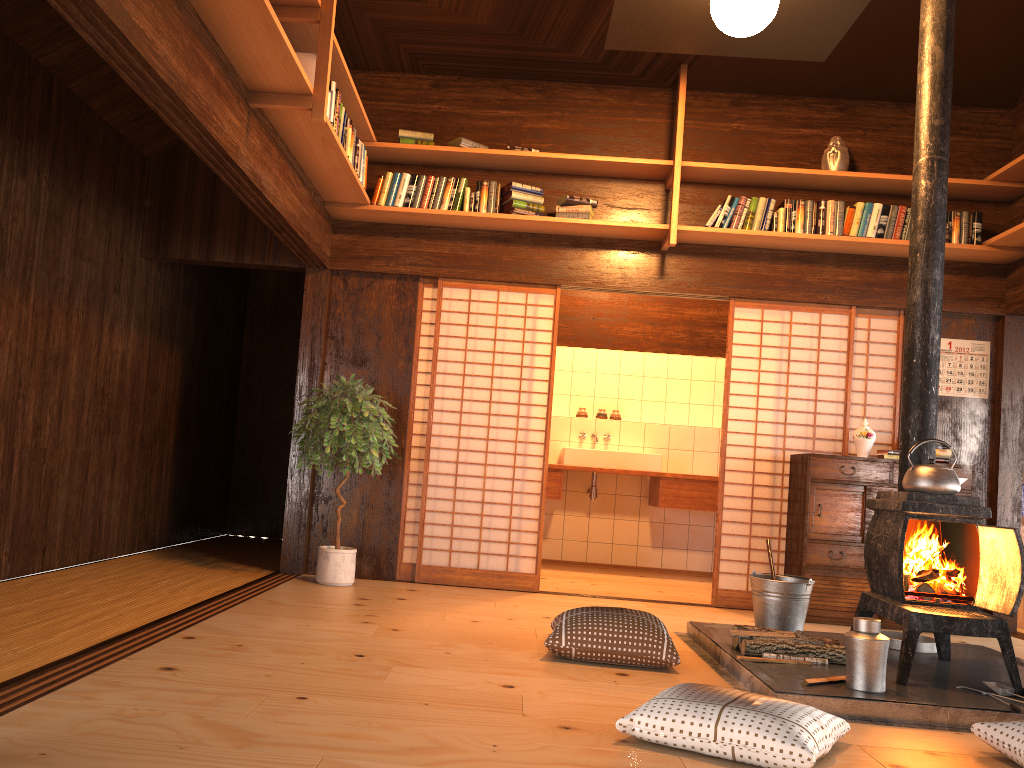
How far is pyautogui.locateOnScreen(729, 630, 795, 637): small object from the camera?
3.8m

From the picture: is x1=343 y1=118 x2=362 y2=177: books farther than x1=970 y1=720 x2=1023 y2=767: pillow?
Yes

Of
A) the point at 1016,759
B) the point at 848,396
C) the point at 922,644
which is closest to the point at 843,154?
the point at 848,396

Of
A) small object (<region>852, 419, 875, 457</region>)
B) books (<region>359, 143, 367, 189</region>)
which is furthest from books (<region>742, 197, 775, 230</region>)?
books (<region>359, 143, 367, 189</region>)

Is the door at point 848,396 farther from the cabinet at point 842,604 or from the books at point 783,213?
the books at point 783,213

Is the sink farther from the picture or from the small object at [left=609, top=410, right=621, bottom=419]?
the picture

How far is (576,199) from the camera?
5.7m

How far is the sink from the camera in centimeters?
730cm

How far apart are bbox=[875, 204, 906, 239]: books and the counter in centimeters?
246cm

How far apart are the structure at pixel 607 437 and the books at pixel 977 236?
3.3 meters
